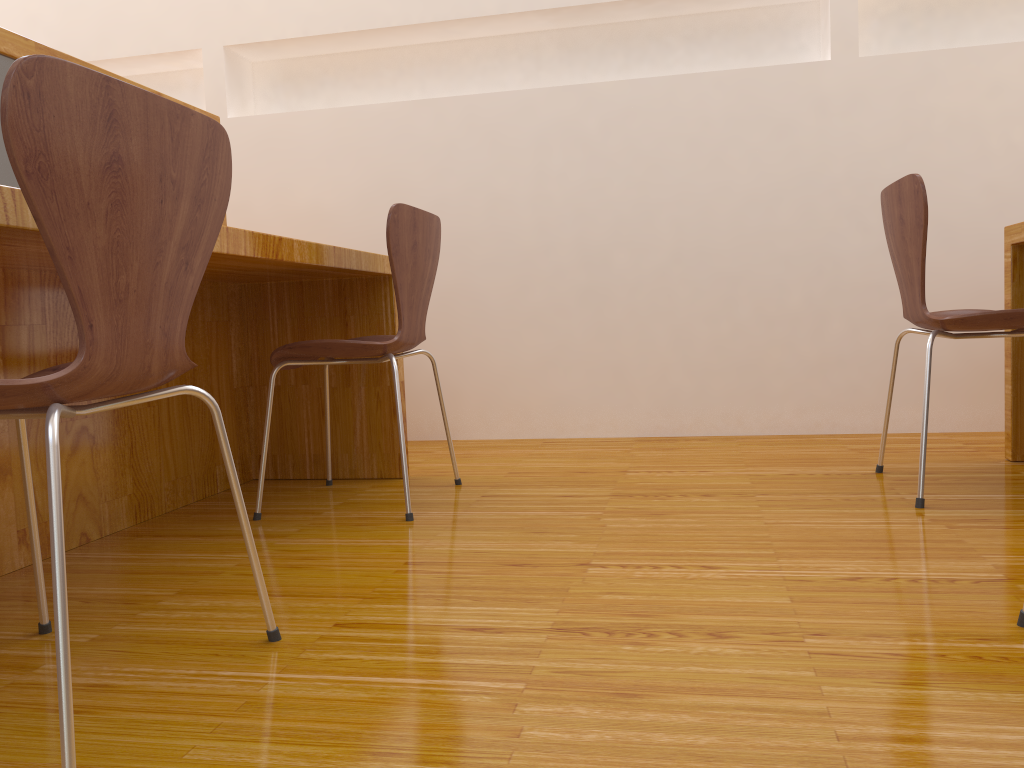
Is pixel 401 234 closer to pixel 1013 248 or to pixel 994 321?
pixel 994 321

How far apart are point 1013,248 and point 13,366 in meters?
2.3 m

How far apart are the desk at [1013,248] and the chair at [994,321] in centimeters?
20cm

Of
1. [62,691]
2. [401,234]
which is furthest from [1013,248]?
[62,691]

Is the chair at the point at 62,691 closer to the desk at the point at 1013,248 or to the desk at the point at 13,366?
the desk at the point at 13,366

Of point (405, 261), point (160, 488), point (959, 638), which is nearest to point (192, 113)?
point (405, 261)

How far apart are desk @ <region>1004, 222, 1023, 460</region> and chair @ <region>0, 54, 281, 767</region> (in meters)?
1.92

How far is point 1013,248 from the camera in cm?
225

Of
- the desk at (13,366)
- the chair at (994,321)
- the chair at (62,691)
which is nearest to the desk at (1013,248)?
the chair at (994,321)

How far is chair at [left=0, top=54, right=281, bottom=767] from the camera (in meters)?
0.82
